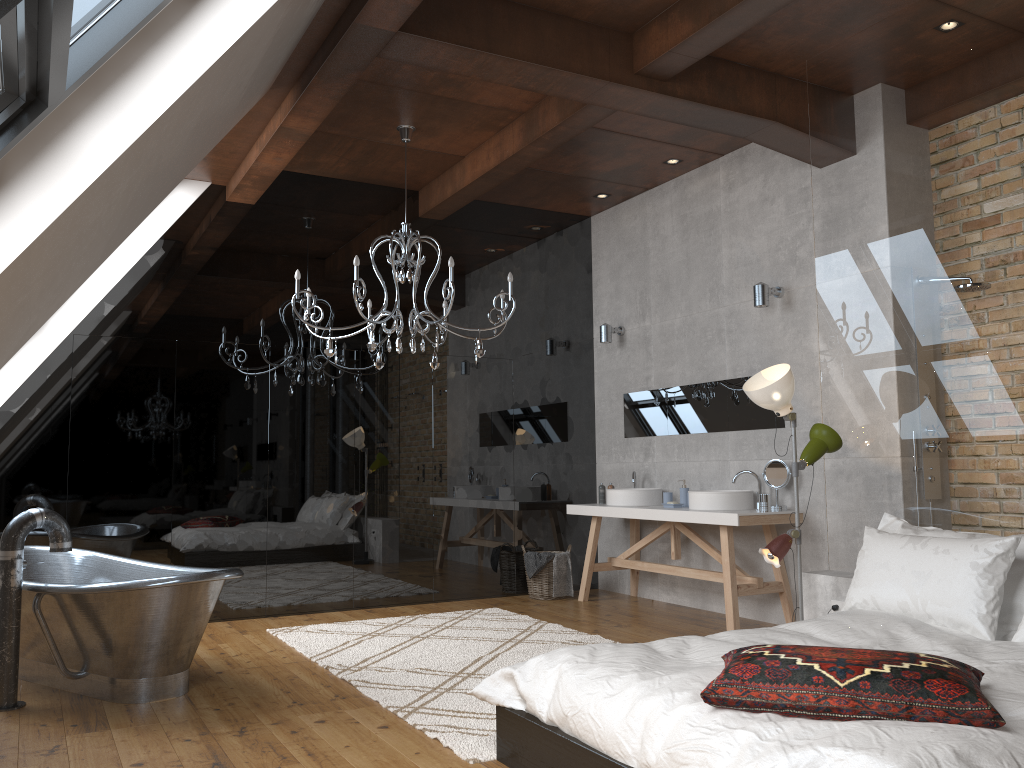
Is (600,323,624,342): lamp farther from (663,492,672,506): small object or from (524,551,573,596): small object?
(524,551,573,596): small object

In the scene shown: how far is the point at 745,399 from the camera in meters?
6.3

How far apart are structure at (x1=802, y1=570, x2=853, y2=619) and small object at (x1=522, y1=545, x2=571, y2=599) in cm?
281

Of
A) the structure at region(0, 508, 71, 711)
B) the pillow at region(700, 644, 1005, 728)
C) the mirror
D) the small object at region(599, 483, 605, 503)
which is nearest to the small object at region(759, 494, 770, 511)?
the mirror

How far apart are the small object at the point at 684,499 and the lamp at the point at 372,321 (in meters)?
1.97

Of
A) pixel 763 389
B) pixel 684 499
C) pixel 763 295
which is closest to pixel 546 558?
pixel 684 499

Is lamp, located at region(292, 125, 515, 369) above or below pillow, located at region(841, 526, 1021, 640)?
above

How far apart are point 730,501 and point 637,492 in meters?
1.0 m

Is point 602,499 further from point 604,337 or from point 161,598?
point 161,598

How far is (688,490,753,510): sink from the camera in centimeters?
590cm
